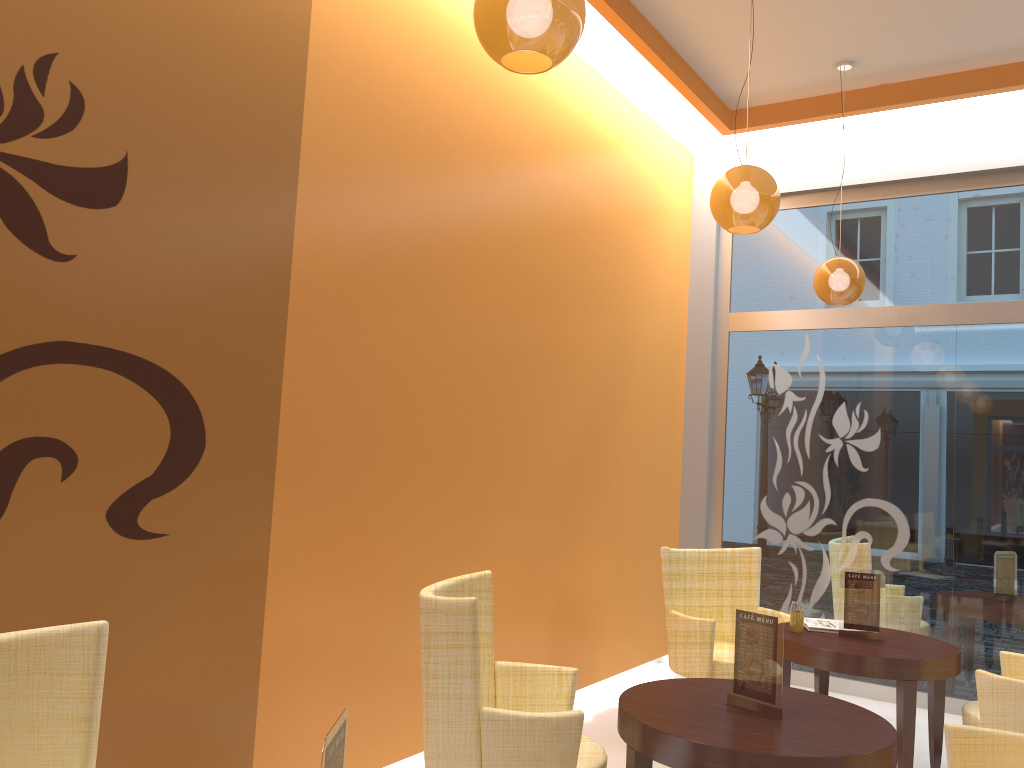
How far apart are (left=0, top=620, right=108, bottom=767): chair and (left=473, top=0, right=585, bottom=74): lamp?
1.7 meters

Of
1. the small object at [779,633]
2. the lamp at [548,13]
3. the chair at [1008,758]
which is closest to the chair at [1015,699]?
the chair at [1008,758]

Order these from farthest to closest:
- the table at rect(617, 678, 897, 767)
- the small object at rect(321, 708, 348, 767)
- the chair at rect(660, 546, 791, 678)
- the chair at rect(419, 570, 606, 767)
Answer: the chair at rect(660, 546, 791, 678), the chair at rect(419, 570, 606, 767), the table at rect(617, 678, 897, 767), the small object at rect(321, 708, 348, 767)

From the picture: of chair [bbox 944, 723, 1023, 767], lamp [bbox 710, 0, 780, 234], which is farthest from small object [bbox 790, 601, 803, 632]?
lamp [bbox 710, 0, 780, 234]

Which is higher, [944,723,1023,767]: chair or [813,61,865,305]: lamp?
[813,61,865,305]: lamp

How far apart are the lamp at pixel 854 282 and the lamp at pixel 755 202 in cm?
153

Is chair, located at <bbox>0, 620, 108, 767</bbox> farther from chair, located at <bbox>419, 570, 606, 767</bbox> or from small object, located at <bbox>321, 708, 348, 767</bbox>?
chair, located at <bbox>419, 570, 606, 767</bbox>

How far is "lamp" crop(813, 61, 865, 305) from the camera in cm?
522

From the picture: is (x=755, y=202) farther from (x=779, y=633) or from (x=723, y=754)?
(x=723, y=754)

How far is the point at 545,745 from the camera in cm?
275
